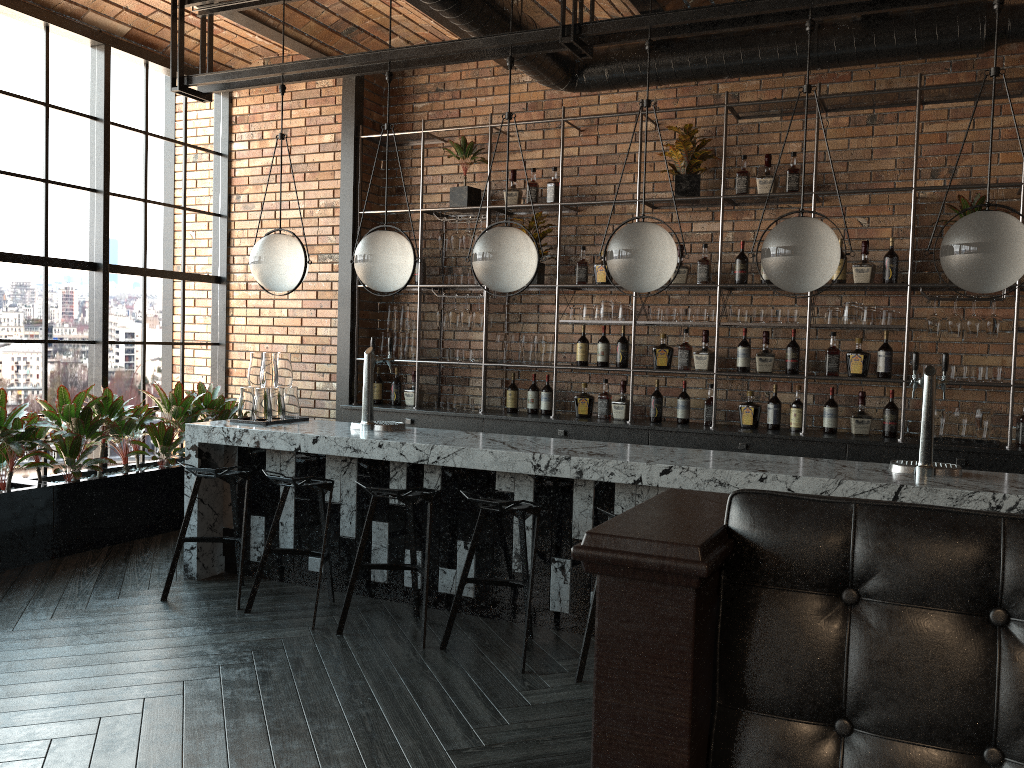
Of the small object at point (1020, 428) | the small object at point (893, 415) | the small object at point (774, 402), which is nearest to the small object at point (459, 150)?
the small object at point (774, 402)

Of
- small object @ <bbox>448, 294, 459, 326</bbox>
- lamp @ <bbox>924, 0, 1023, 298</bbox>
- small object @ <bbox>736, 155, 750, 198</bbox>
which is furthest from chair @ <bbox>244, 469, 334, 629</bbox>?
small object @ <bbox>736, 155, 750, 198</bbox>

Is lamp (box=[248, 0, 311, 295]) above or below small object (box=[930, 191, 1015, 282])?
below

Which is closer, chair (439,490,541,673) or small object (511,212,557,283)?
chair (439,490,541,673)

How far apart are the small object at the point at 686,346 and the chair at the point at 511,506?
2.3 meters

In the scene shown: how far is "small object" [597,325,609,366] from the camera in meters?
6.3 m

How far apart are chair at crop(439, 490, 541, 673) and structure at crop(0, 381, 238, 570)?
2.78m

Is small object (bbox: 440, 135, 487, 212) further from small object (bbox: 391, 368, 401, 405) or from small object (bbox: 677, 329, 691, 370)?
small object (bbox: 677, 329, 691, 370)

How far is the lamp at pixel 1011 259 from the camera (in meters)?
3.50

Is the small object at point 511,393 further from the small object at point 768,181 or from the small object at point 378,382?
the small object at point 768,181
